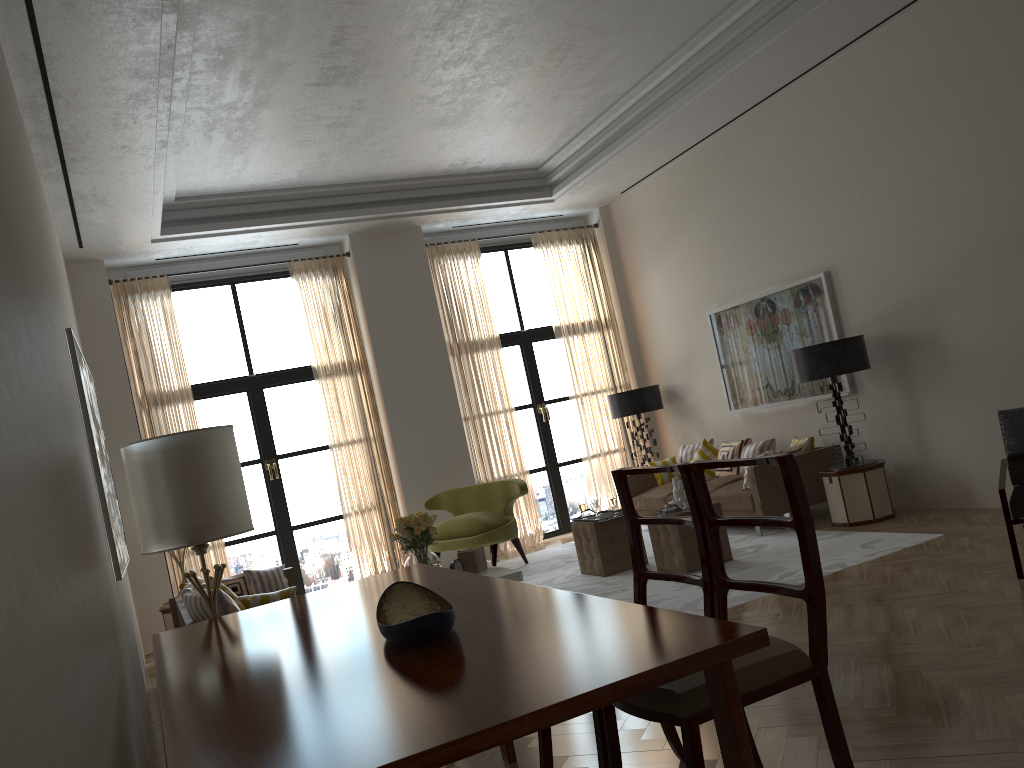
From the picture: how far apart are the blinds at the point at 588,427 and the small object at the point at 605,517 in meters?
3.7 m

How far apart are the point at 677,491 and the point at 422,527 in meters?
2.7

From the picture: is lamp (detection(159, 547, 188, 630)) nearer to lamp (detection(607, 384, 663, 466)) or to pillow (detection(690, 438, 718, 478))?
lamp (detection(607, 384, 663, 466))

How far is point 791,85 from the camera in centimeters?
1047cm

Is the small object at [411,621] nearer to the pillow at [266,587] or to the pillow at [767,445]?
the pillow at [266,587]

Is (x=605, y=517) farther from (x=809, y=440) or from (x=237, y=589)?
(x=237, y=589)

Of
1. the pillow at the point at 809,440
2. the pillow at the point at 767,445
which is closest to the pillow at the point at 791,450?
the pillow at the point at 809,440

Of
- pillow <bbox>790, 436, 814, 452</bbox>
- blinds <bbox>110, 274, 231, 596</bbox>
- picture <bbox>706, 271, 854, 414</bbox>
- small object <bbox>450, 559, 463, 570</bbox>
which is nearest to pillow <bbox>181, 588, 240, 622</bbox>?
small object <bbox>450, 559, 463, 570</bbox>

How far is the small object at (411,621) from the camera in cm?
340

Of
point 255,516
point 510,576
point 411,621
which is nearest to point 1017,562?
point 510,576
